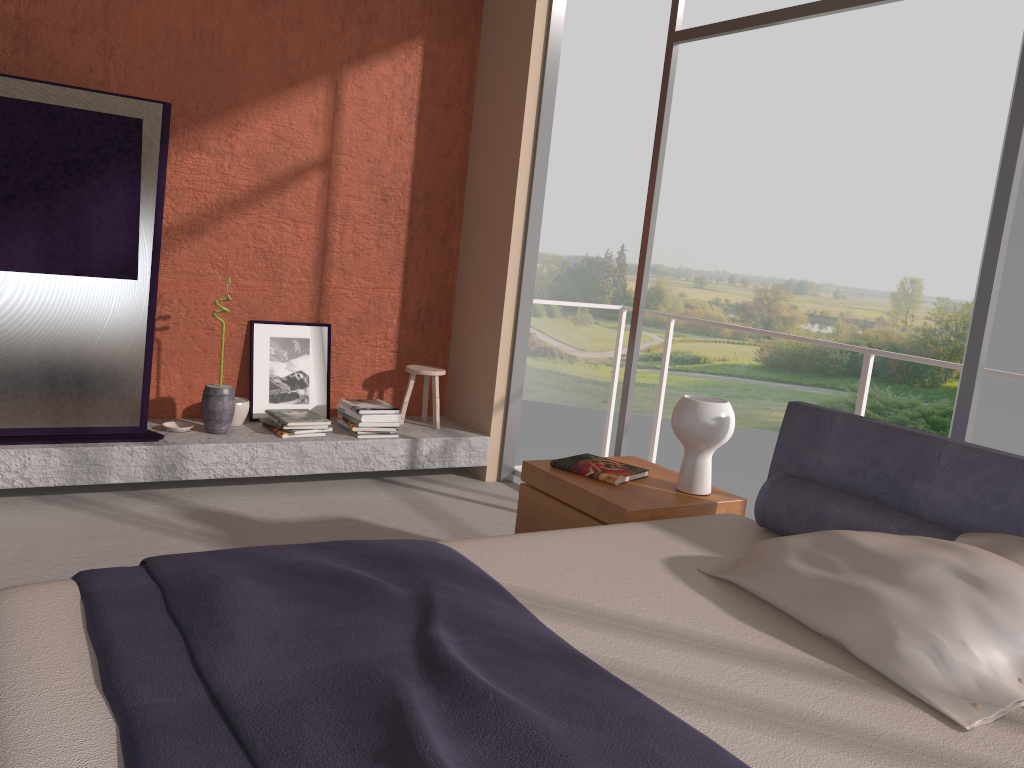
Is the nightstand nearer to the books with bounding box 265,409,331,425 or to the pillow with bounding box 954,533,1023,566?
the pillow with bounding box 954,533,1023,566

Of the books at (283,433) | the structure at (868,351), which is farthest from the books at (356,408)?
the structure at (868,351)

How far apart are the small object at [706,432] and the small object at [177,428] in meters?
2.6 m

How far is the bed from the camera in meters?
1.4 m

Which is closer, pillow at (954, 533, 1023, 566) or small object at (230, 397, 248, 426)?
pillow at (954, 533, 1023, 566)

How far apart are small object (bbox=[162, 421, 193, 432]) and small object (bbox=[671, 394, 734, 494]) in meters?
2.6

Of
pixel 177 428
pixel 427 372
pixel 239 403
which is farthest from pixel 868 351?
pixel 177 428

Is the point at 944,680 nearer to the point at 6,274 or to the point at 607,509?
the point at 607,509

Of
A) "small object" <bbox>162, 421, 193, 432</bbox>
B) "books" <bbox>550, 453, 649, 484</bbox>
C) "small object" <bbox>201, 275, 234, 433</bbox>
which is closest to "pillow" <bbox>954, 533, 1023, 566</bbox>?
"books" <bbox>550, 453, 649, 484</bbox>

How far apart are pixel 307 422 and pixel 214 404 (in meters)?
0.47
